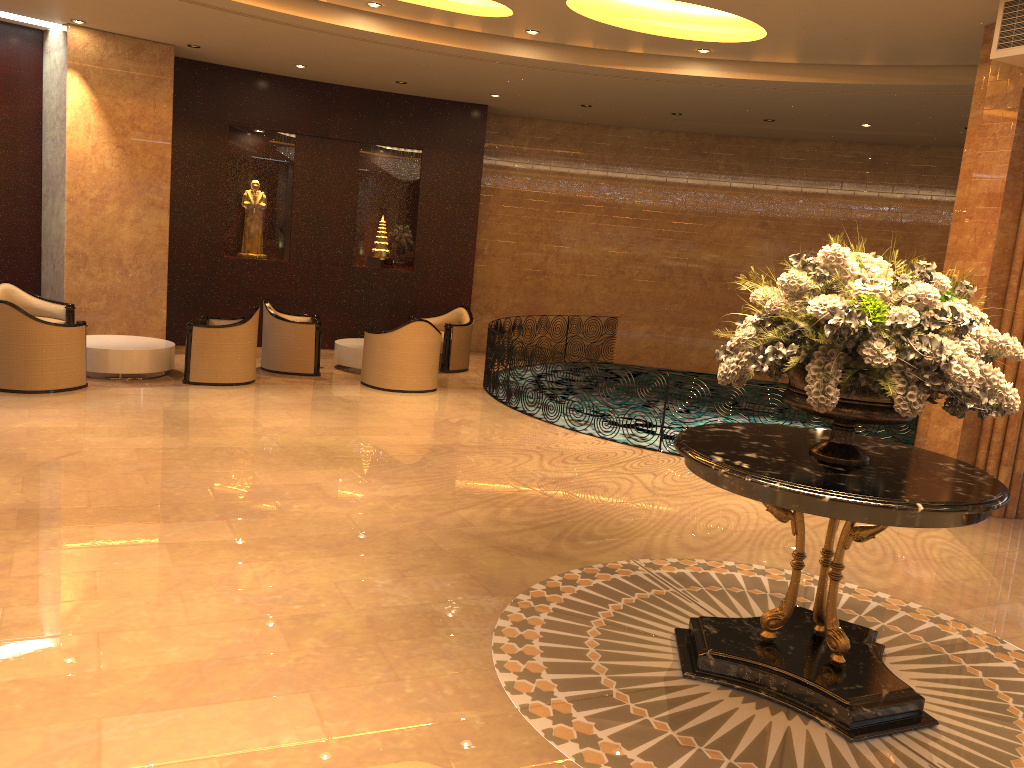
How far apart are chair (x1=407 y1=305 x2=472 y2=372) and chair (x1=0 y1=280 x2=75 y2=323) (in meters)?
4.73

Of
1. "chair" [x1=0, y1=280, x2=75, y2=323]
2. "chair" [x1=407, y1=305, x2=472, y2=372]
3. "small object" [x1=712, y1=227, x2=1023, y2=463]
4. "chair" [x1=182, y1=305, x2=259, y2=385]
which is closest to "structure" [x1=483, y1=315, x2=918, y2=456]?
"chair" [x1=407, y1=305, x2=472, y2=372]

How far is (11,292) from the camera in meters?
10.6 m

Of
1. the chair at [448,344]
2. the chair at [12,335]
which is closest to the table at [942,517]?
the chair at [12,335]

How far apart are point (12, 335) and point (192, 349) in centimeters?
183cm

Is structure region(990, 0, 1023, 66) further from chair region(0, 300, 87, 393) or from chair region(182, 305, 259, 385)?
chair region(0, 300, 87, 393)

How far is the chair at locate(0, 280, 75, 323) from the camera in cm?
1060

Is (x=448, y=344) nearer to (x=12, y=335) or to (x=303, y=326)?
(x=303, y=326)

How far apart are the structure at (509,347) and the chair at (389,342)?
0.7m

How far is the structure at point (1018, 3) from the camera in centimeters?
673cm
